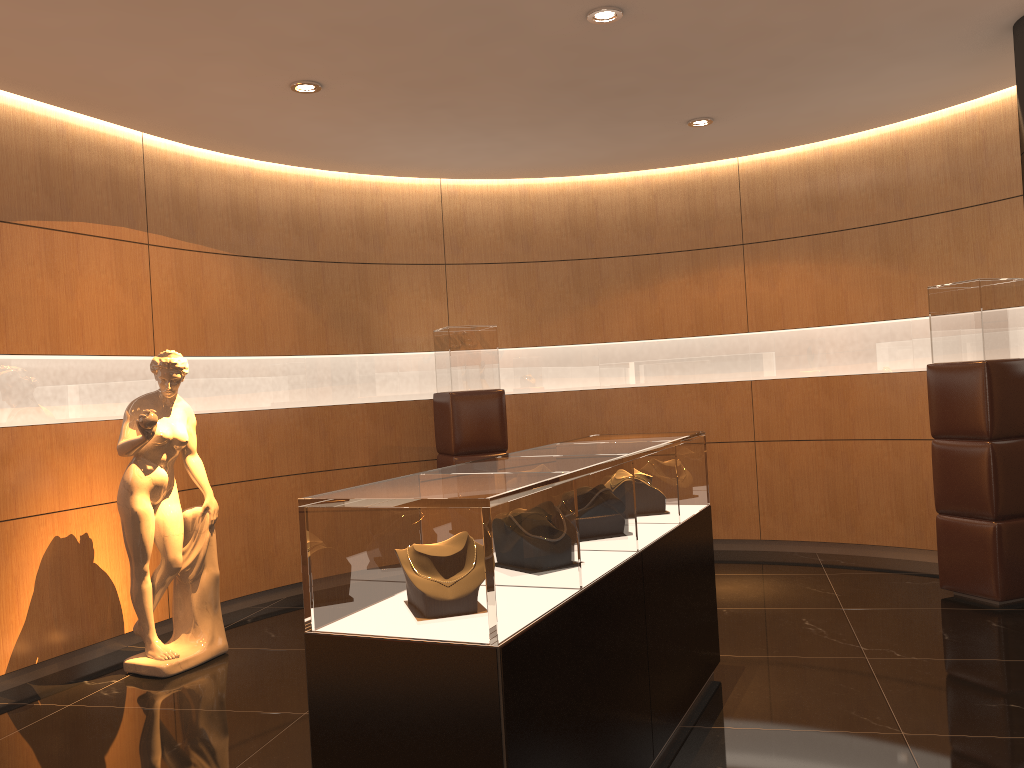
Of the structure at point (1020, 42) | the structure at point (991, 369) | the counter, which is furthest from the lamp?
the structure at point (991, 369)

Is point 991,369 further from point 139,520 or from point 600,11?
point 139,520

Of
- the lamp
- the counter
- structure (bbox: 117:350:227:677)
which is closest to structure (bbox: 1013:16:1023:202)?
the lamp

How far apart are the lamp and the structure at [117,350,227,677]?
2.93m

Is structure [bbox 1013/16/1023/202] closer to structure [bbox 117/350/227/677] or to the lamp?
the lamp

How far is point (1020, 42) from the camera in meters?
4.7

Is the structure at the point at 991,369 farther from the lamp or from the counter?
the lamp

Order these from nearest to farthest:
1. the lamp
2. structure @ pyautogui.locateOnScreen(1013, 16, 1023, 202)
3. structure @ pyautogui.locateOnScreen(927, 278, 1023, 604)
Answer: the lamp, structure @ pyautogui.locateOnScreen(1013, 16, 1023, 202), structure @ pyautogui.locateOnScreen(927, 278, 1023, 604)

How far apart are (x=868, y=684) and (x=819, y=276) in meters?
3.8 m

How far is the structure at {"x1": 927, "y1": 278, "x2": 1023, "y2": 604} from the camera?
5.37m
